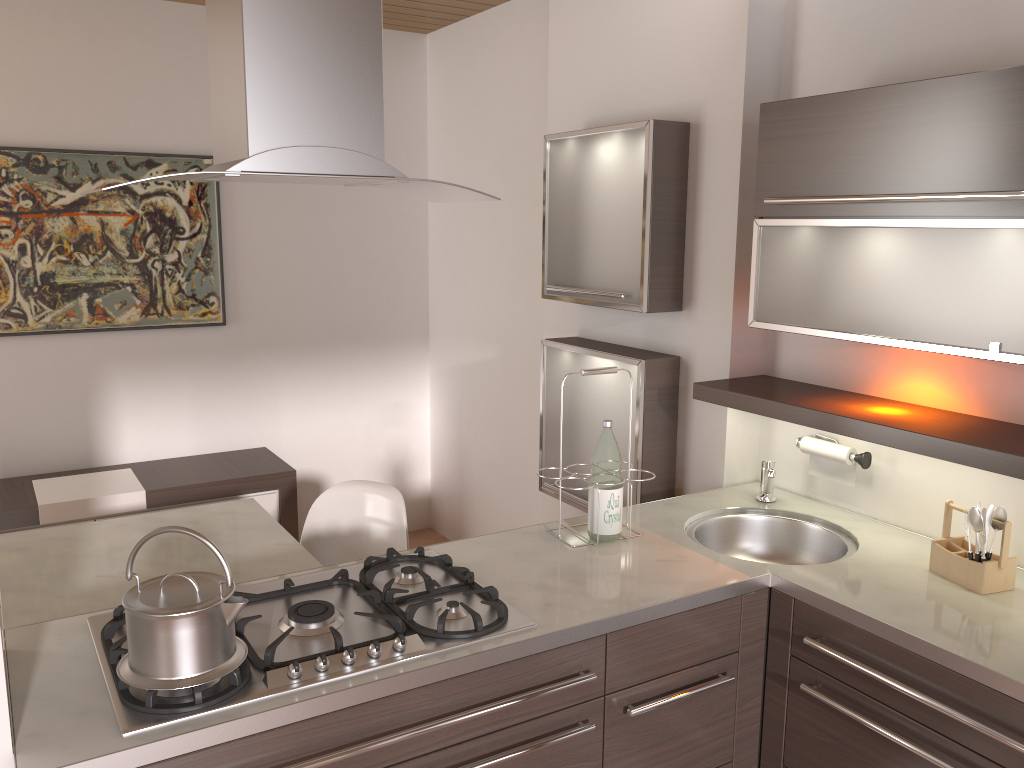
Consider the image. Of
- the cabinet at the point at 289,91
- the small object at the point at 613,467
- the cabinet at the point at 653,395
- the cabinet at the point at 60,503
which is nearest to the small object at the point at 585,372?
the small object at the point at 613,467

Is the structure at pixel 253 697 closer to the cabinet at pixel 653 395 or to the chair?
the chair

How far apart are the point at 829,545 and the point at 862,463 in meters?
0.2

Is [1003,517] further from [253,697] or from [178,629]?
[178,629]

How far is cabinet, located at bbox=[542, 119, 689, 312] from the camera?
2.8m

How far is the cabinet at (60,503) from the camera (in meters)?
3.58

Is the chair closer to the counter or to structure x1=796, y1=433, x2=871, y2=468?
the counter

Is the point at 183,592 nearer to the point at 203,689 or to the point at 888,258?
the point at 203,689

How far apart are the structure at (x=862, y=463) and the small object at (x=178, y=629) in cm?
169

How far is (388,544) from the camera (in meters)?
2.95
